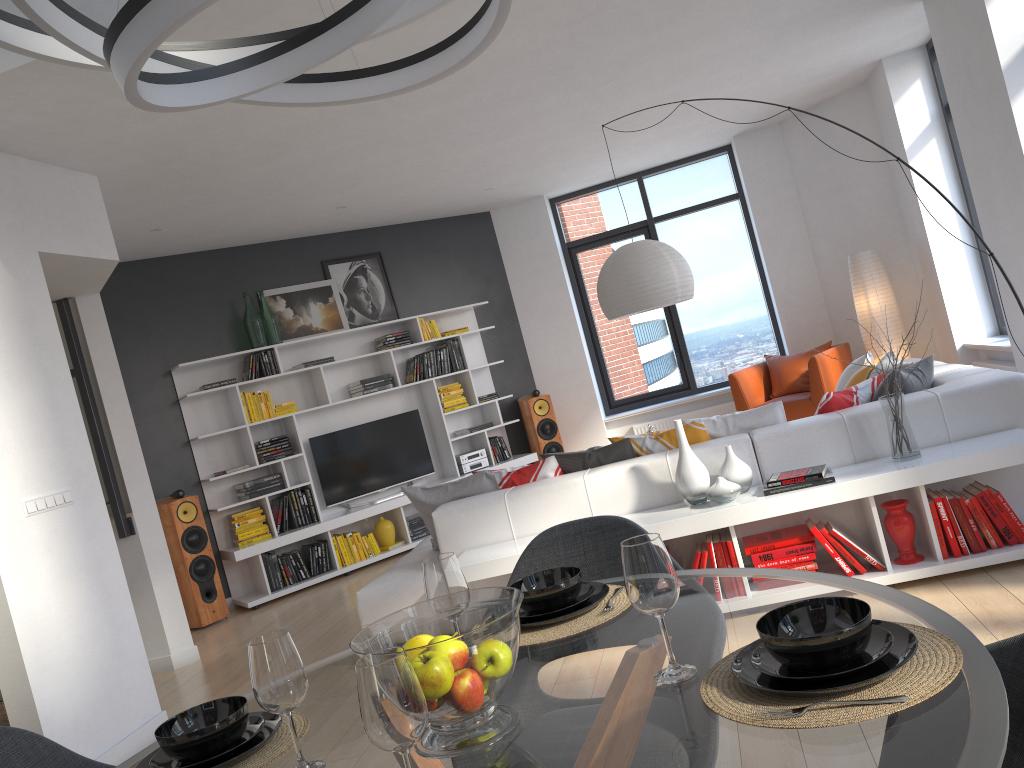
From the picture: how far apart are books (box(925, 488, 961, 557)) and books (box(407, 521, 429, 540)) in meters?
5.0

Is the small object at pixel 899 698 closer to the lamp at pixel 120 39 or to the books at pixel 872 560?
the lamp at pixel 120 39

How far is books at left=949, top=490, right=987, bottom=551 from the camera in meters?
3.7 m

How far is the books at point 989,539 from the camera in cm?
368

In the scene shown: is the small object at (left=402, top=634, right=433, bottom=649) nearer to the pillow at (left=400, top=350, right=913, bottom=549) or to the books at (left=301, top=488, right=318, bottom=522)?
the pillow at (left=400, top=350, right=913, bottom=549)

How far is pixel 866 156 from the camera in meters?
8.0

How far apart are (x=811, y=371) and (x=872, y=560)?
3.94m

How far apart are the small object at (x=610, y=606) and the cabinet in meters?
3.2

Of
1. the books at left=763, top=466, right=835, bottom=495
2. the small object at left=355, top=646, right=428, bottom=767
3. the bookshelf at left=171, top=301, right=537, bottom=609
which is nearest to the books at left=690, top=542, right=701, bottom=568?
the books at left=763, top=466, right=835, bottom=495

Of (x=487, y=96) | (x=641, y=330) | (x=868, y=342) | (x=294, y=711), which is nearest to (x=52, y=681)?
(x=294, y=711)
